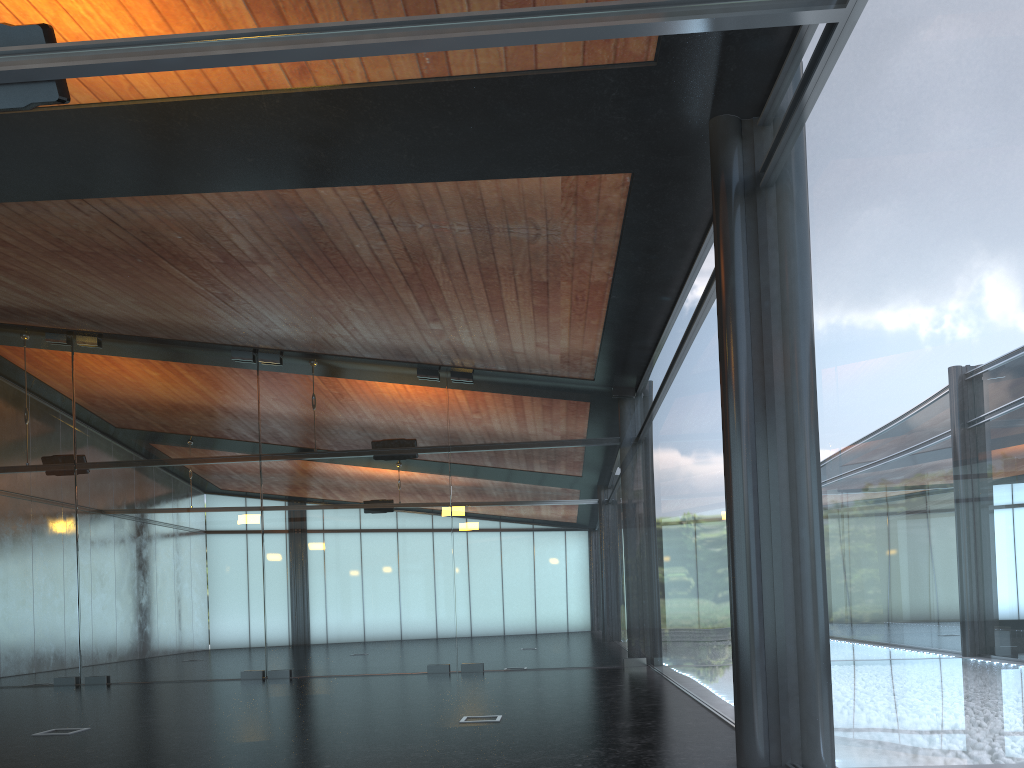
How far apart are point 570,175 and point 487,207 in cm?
112
